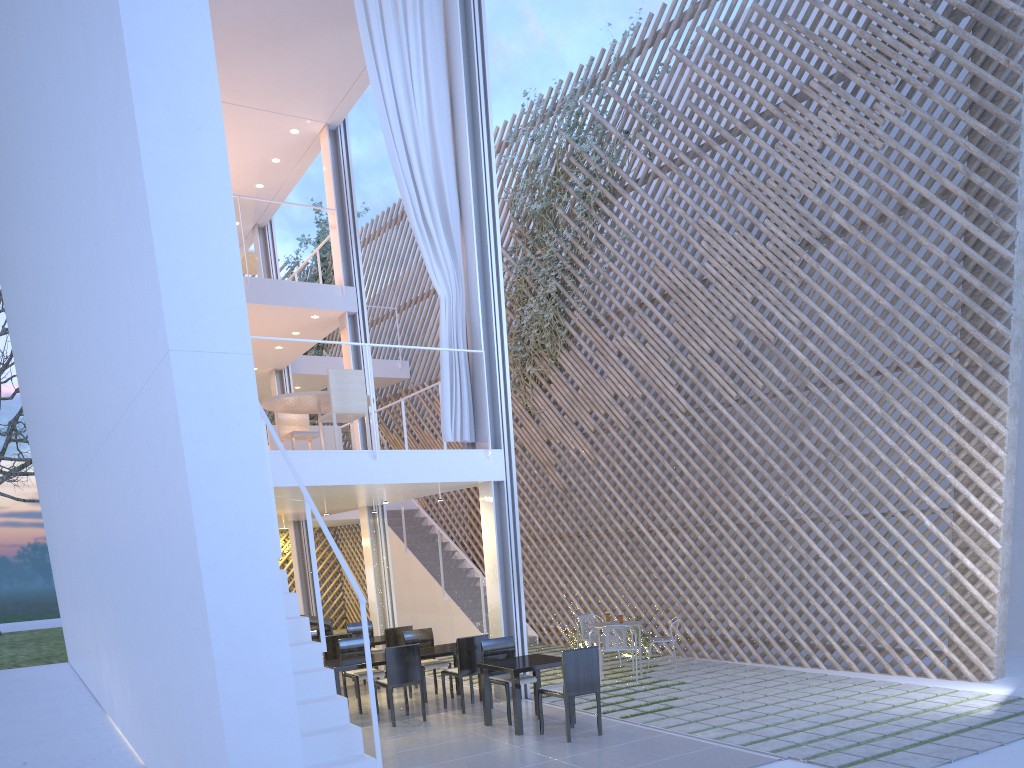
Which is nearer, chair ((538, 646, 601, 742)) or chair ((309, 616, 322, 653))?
chair ((538, 646, 601, 742))

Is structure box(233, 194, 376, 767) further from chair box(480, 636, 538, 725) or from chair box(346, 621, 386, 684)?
chair box(346, 621, 386, 684)

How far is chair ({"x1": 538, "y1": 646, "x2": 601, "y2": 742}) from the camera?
3.44m

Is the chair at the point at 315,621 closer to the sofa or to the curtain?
the sofa

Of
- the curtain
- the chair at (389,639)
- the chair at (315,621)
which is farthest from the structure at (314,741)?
the chair at (315,621)

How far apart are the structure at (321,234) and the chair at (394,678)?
6.6m

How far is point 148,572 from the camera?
2.72m

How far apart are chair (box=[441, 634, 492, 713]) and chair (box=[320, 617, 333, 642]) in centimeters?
214cm

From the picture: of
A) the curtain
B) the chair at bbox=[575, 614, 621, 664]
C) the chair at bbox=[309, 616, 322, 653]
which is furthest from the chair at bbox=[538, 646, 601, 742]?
the chair at bbox=[309, 616, 322, 653]

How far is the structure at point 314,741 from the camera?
2.6m
